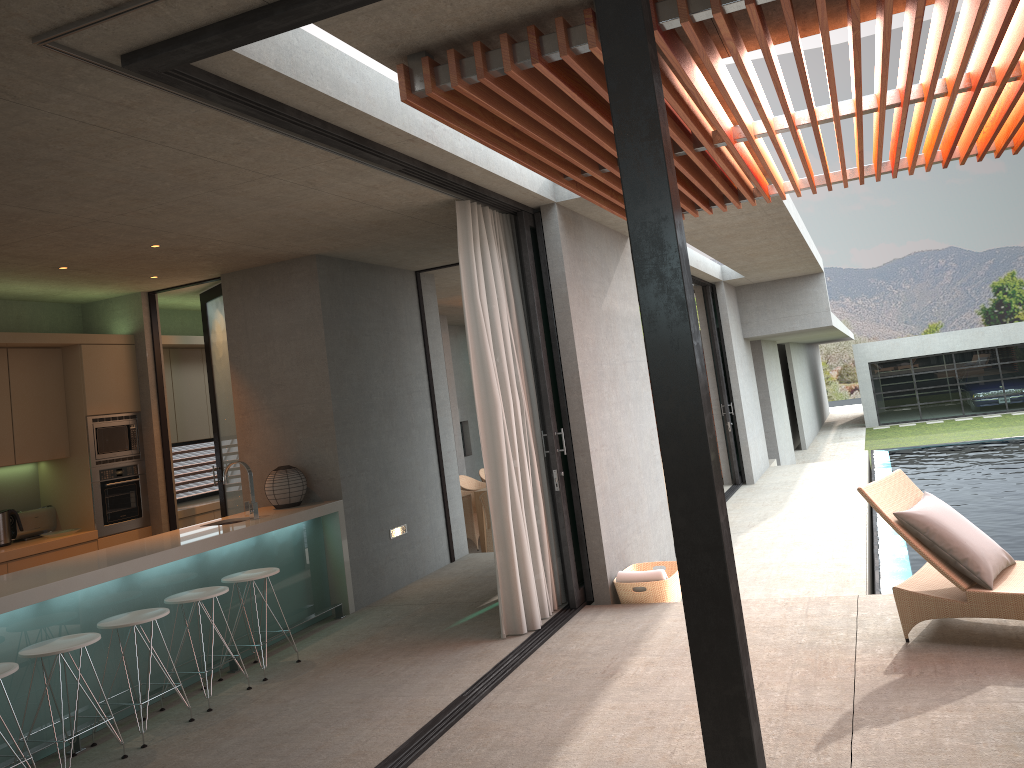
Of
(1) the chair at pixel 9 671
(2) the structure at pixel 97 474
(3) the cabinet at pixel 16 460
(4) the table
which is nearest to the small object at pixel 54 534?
(3) the cabinet at pixel 16 460

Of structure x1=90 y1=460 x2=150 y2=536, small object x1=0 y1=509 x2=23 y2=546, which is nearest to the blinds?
structure x1=90 y1=460 x2=150 y2=536

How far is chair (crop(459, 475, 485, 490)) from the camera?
12.36m

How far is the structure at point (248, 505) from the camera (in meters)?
6.63

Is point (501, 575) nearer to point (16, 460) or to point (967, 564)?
point (967, 564)

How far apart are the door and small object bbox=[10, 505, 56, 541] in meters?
1.0

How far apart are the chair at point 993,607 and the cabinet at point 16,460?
6.1 meters

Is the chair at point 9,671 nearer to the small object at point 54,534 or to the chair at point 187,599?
the chair at point 187,599

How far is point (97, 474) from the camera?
7.60m

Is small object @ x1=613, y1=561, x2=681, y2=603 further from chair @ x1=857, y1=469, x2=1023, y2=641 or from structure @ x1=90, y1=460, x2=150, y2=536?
structure @ x1=90, y1=460, x2=150, y2=536
